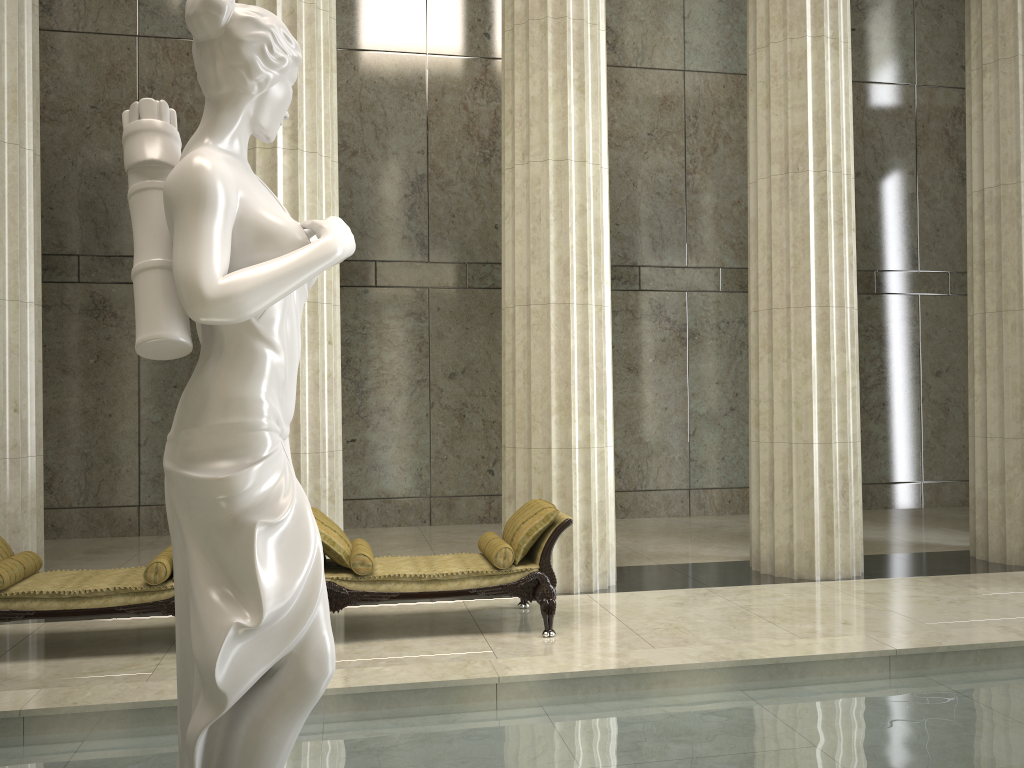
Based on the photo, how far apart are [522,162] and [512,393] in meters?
2.2 m

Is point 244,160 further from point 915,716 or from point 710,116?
point 710,116

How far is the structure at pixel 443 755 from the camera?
4.0m

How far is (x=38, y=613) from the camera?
6.05m

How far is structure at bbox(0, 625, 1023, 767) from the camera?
4.0 meters

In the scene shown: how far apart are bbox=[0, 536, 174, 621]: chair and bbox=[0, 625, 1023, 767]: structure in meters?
1.7

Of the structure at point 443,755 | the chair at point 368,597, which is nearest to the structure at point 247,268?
the structure at point 443,755

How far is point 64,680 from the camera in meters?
5.7

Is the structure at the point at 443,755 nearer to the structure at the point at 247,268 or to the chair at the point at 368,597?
the structure at the point at 247,268

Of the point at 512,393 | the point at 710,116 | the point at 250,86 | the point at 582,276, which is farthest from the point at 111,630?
the point at 710,116
